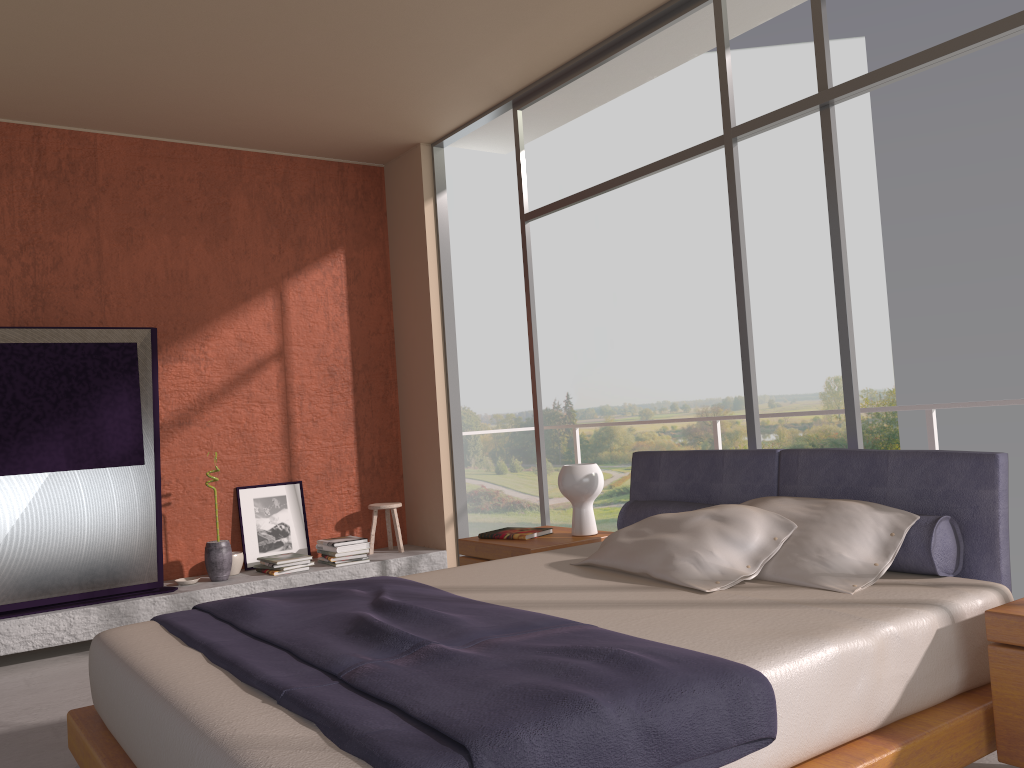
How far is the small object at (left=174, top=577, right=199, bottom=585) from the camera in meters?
5.4

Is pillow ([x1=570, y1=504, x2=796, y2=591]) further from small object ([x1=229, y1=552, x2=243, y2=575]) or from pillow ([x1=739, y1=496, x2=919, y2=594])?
small object ([x1=229, y1=552, x2=243, y2=575])

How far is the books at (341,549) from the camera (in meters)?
5.79

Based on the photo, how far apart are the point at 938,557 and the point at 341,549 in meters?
4.0 m

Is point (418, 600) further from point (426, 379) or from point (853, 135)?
point (853, 135)

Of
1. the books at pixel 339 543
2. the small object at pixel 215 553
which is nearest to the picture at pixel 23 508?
the small object at pixel 215 553

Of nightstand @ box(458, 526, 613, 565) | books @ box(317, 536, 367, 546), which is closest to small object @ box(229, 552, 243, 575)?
books @ box(317, 536, 367, 546)

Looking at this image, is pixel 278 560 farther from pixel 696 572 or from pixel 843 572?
pixel 843 572

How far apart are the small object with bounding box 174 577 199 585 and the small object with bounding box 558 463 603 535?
2.6m

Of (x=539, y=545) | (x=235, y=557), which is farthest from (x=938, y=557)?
(x=235, y=557)
